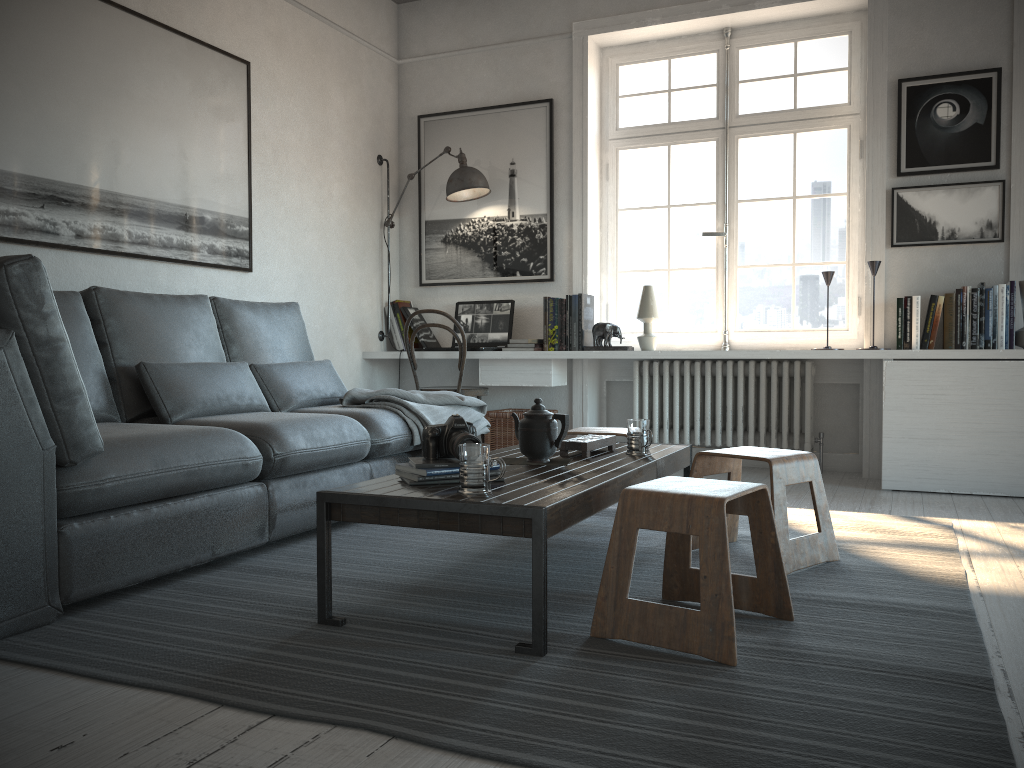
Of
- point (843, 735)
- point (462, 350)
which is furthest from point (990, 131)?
point (843, 735)

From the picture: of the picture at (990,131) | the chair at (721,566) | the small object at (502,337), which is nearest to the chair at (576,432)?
the chair at (721,566)

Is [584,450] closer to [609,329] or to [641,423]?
[641,423]

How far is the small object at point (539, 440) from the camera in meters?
2.7

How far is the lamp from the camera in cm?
517

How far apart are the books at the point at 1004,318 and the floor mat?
1.2 meters

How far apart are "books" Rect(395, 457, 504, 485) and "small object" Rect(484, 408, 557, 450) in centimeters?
270cm

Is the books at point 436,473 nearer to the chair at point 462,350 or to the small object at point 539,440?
the small object at point 539,440

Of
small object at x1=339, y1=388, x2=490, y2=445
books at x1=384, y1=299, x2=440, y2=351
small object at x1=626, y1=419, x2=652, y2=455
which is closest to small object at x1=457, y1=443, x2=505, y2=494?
small object at x1=626, y1=419, x2=652, y2=455

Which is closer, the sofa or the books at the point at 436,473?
the sofa
